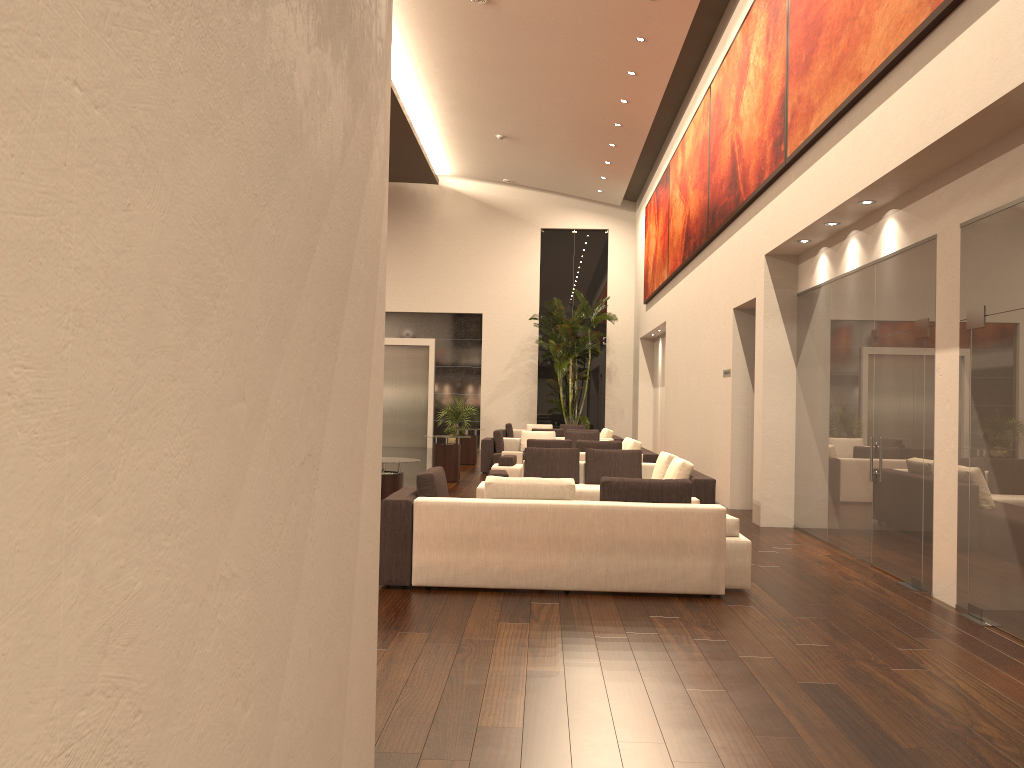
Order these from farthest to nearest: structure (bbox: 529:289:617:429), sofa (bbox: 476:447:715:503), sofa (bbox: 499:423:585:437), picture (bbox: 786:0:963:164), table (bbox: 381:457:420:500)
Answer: structure (bbox: 529:289:617:429), sofa (bbox: 499:423:585:437), sofa (bbox: 476:447:715:503), table (bbox: 381:457:420:500), picture (bbox: 786:0:963:164)

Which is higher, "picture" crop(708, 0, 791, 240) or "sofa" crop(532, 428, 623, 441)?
"picture" crop(708, 0, 791, 240)

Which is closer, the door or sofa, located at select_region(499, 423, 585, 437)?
sofa, located at select_region(499, 423, 585, 437)

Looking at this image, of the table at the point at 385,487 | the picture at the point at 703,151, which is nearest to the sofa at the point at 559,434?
the picture at the point at 703,151

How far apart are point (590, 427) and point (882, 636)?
20.68m

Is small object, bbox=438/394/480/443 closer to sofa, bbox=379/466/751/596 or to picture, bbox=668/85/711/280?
picture, bbox=668/85/711/280

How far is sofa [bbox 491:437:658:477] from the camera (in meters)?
13.66

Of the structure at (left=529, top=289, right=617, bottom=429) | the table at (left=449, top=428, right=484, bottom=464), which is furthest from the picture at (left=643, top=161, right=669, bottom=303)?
the table at (left=449, top=428, right=484, bottom=464)

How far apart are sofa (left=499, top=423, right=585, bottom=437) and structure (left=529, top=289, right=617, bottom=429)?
1.0m

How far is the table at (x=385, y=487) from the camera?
9.0m
